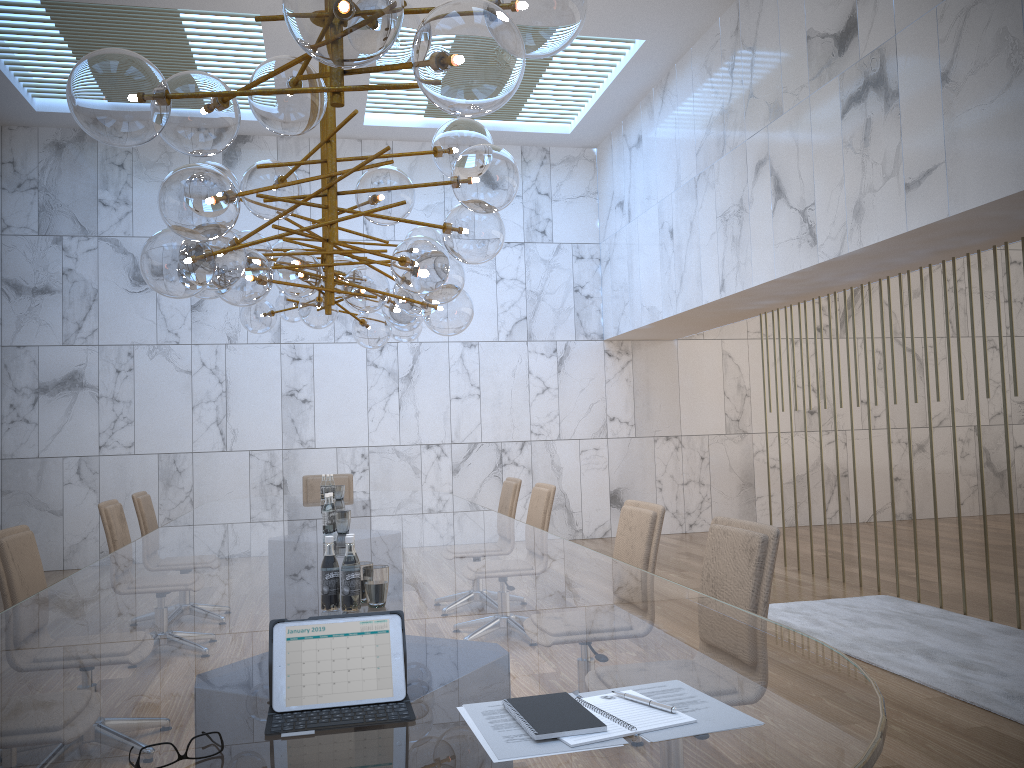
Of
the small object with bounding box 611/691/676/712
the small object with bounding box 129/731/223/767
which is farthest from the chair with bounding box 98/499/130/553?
the small object with bounding box 611/691/676/712

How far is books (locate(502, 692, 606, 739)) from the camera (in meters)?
1.43

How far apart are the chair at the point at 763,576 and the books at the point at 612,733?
1.4m

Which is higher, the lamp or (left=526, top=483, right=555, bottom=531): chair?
the lamp

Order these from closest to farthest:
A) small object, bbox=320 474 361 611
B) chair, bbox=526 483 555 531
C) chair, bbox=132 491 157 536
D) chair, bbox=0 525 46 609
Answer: small object, bbox=320 474 361 611, chair, bbox=0 525 46 609, chair, bbox=526 483 555 531, chair, bbox=132 491 157 536

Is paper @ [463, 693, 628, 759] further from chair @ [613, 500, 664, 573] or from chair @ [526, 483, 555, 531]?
chair @ [526, 483, 555, 531]

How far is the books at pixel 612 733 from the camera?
1.43m

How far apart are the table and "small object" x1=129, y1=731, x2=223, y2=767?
0.0m

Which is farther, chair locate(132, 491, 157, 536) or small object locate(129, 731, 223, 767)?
chair locate(132, 491, 157, 536)

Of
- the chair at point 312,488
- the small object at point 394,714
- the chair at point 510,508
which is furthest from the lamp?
the chair at point 312,488
